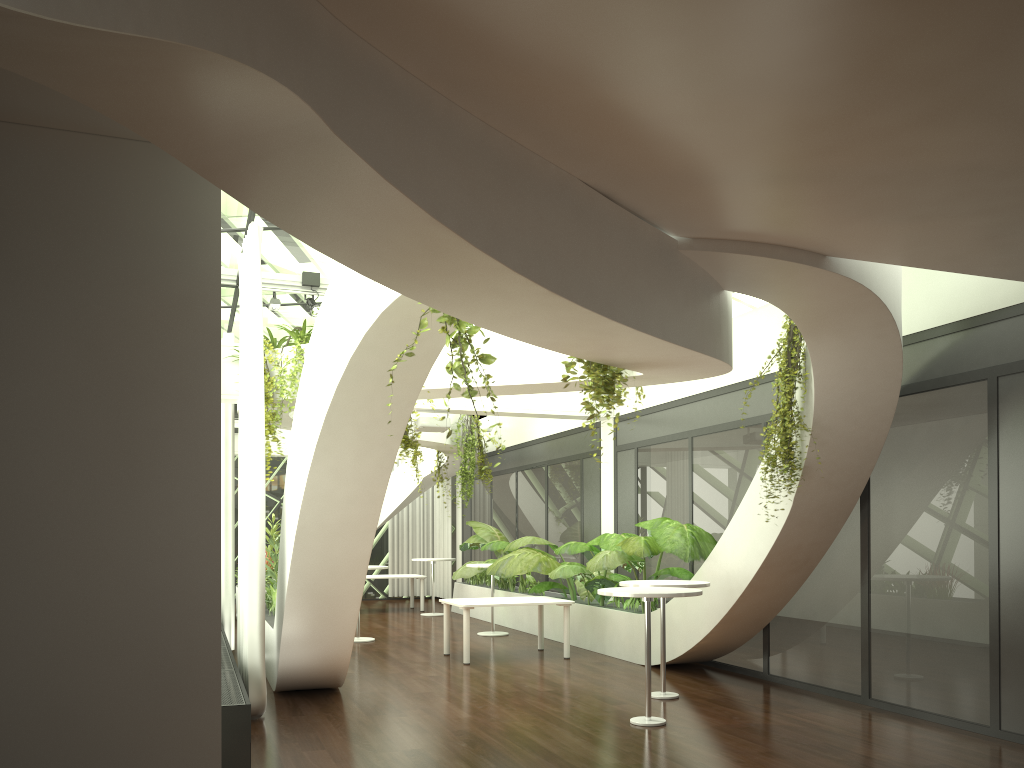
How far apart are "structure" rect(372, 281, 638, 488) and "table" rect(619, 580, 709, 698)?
1.57m

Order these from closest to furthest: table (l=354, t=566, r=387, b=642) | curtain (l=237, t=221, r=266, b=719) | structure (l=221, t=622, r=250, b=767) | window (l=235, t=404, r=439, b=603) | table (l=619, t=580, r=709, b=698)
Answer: structure (l=221, t=622, r=250, b=767) < curtain (l=237, t=221, r=266, b=719) < table (l=619, t=580, r=709, b=698) < table (l=354, t=566, r=387, b=642) < window (l=235, t=404, r=439, b=603)

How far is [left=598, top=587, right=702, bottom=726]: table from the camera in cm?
665

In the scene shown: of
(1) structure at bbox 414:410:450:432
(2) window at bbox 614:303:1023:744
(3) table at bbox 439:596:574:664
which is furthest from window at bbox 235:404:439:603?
(3) table at bbox 439:596:574:664

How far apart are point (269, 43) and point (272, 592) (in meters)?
8.30

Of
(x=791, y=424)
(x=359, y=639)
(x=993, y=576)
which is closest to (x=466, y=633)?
(x=359, y=639)

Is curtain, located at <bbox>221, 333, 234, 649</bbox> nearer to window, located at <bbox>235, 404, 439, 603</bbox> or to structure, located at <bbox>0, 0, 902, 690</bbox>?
structure, located at <bbox>0, 0, 902, 690</bbox>

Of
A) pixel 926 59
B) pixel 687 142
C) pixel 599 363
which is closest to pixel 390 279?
pixel 687 142

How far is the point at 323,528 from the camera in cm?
686

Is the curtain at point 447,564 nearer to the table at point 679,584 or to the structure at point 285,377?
the structure at point 285,377
